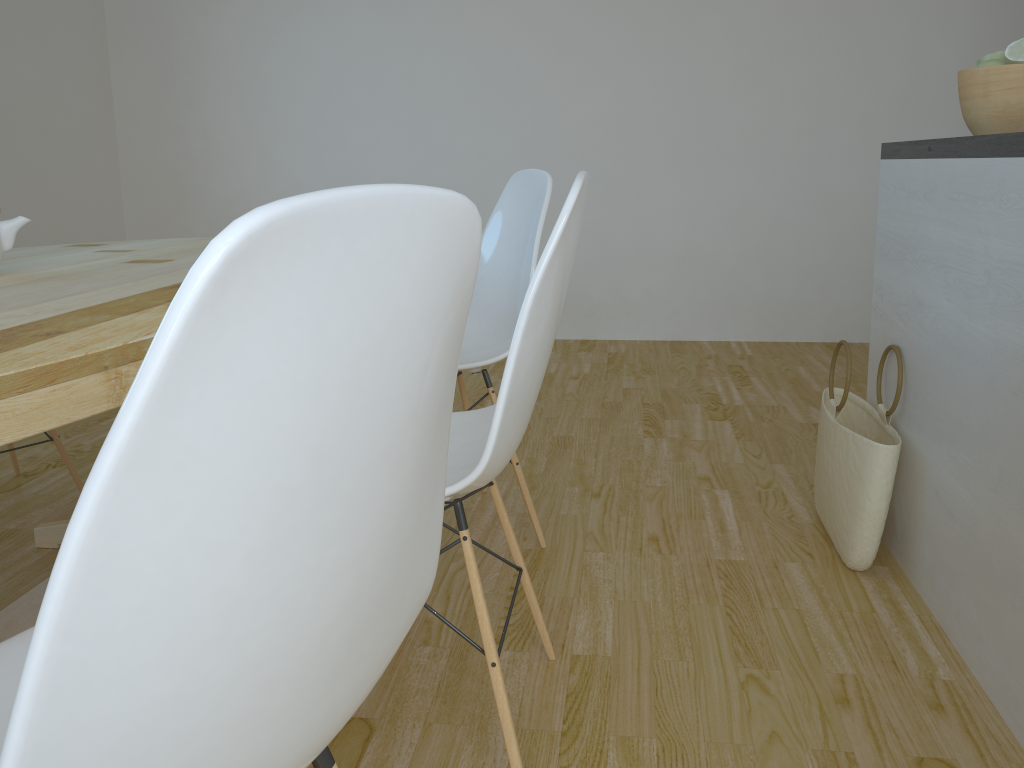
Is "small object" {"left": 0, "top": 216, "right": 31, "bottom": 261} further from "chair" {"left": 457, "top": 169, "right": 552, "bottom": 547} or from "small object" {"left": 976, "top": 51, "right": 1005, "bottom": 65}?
"small object" {"left": 976, "top": 51, "right": 1005, "bottom": 65}

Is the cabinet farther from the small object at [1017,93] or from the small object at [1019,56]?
the small object at [1019,56]

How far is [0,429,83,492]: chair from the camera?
2.4 meters

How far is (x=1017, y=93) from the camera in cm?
174

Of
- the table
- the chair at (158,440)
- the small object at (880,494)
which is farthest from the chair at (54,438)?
the small object at (880,494)

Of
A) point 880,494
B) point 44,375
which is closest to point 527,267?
point 880,494

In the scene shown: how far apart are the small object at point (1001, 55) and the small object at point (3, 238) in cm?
193

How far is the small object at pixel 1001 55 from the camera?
1.83m

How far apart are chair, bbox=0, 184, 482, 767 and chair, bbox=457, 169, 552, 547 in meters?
1.2

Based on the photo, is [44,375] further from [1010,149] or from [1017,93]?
[1017,93]
